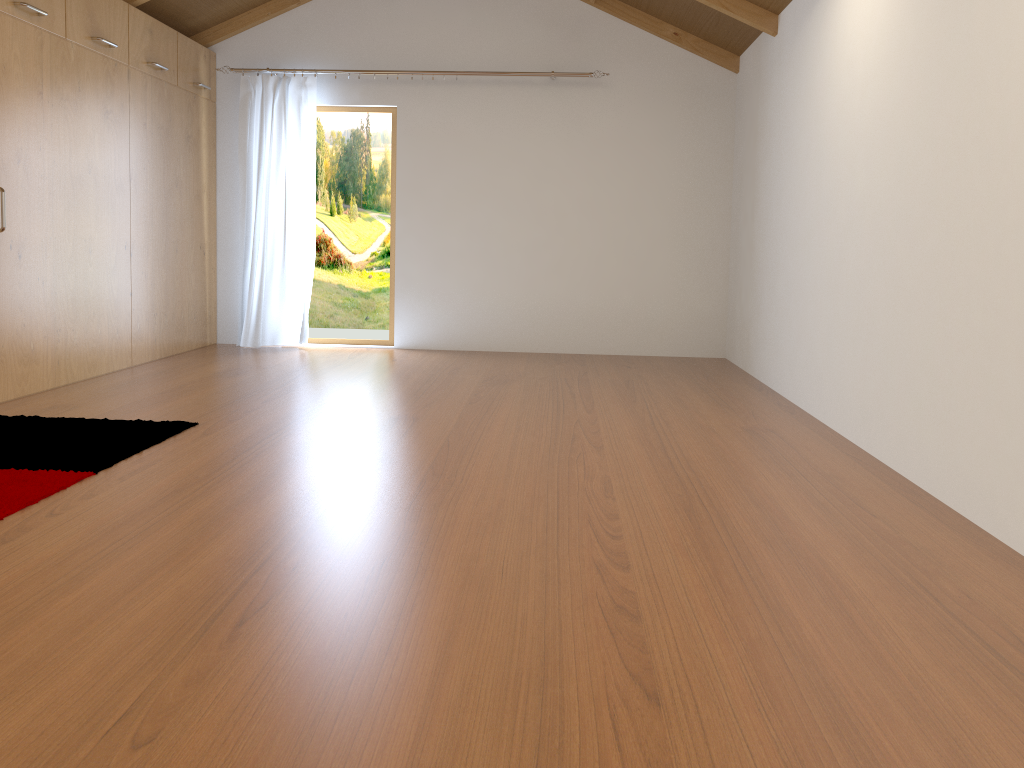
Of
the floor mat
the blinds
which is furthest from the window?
the floor mat

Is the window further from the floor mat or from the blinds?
the floor mat

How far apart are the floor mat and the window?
3.03m

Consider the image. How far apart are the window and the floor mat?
3.0m

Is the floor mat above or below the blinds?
below

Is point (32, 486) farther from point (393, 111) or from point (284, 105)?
point (393, 111)

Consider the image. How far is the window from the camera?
6.4 meters

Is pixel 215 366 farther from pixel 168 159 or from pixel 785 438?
pixel 785 438

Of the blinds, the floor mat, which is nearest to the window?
the blinds

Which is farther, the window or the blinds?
the window
